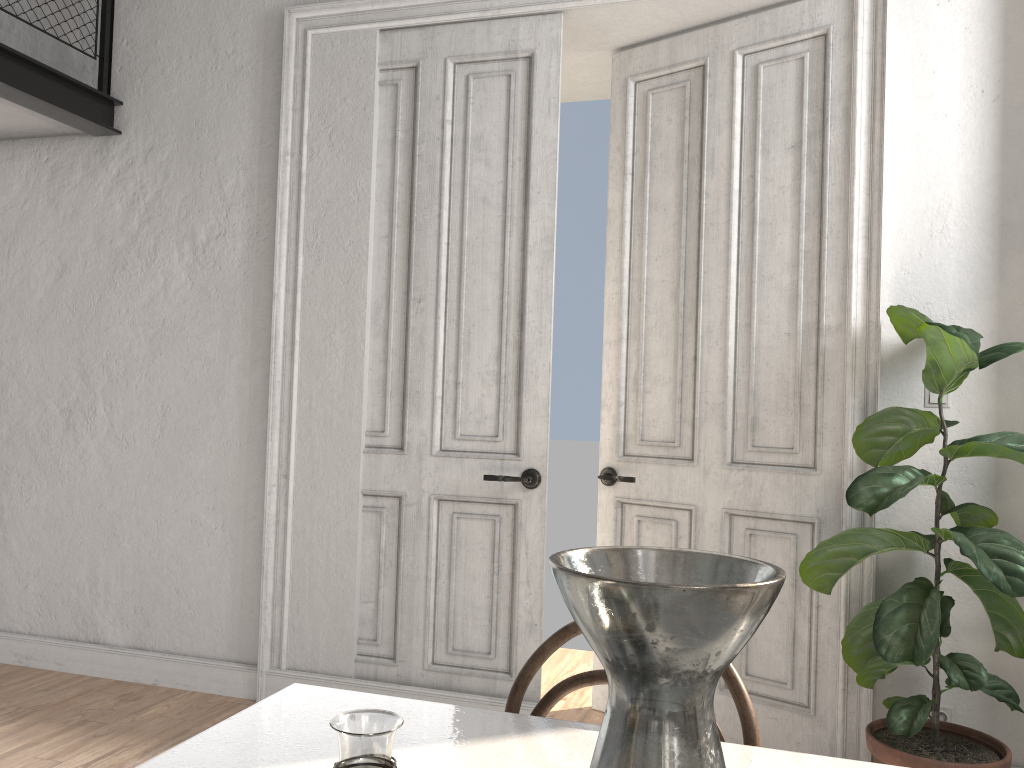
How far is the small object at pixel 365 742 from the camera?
0.65m

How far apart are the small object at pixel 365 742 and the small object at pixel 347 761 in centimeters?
27cm

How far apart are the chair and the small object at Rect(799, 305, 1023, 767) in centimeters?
137cm

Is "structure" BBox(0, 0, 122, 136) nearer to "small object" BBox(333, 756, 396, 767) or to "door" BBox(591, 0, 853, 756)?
"door" BBox(591, 0, 853, 756)

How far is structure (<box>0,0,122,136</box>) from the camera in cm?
353

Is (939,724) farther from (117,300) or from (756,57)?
(117,300)

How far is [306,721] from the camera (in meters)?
1.28

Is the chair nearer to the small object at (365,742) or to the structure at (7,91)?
the small object at (365,742)

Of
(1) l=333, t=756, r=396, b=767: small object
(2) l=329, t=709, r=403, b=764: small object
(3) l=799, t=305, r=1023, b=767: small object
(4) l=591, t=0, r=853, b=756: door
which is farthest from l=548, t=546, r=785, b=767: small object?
(4) l=591, t=0, r=853, b=756: door

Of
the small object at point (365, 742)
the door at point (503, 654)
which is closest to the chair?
the small object at point (365, 742)
